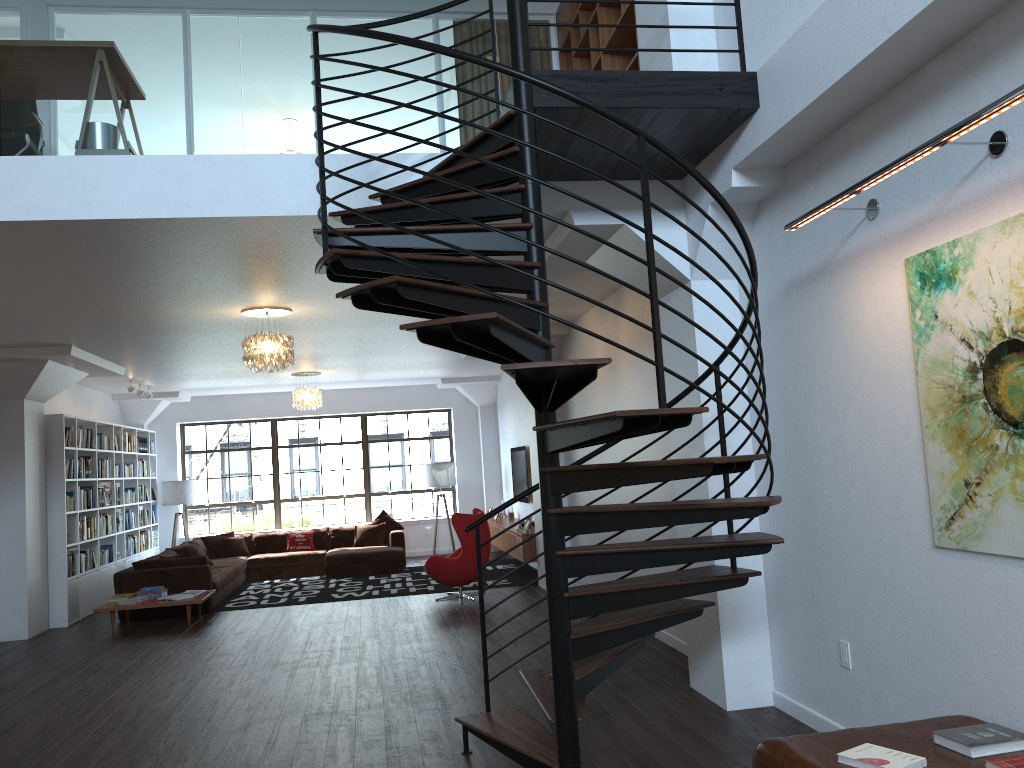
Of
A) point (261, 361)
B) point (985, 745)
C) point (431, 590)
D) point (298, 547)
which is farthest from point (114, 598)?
point (985, 745)

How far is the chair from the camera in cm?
1002

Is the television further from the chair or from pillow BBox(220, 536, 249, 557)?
pillow BBox(220, 536, 249, 557)

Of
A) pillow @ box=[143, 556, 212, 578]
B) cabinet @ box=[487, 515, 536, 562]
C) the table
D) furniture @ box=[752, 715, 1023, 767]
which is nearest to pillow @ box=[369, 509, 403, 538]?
cabinet @ box=[487, 515, 536, 562]

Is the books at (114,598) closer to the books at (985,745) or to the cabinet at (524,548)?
the cabinet at (524,548)

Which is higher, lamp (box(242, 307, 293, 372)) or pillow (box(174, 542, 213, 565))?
lamp (box(242, 307, 293, 372))

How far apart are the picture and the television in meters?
9.3

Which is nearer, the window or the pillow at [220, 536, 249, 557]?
the pillow at [220, 536, 249, 557]

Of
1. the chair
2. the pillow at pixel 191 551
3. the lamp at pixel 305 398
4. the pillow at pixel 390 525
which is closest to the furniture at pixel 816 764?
the chair

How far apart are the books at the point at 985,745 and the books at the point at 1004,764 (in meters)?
0.14
